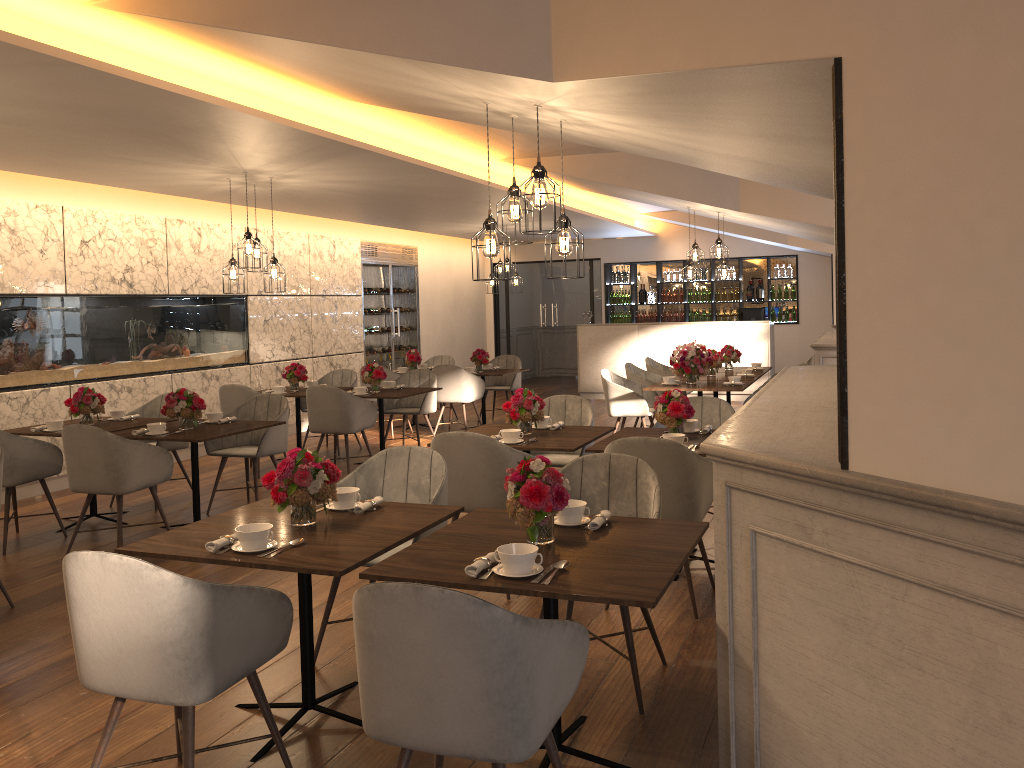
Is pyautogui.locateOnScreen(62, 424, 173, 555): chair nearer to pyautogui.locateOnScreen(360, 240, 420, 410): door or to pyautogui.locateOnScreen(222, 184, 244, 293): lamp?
pyautogui.locateOnScreen(222, 184, 244, 293): lamp

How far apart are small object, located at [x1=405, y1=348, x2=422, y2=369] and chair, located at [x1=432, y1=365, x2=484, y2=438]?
1.0 meters

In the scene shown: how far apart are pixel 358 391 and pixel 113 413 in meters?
2.2

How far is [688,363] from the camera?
8.4 meters

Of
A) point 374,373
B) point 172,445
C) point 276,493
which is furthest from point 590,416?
point 172,445

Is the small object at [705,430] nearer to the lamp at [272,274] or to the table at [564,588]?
the table at [564,588]

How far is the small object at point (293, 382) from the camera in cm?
882

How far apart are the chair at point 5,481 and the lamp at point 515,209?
3.67m

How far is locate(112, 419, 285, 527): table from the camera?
5.8 meters

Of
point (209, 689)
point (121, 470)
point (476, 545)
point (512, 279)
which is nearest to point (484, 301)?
point (512, 279)
